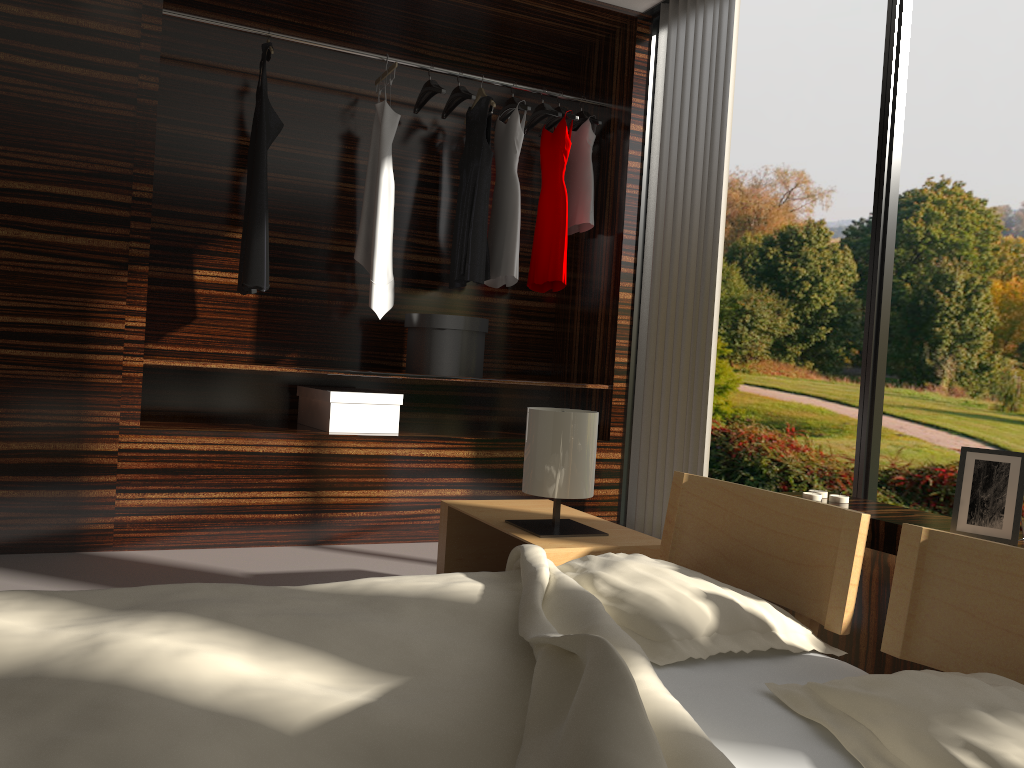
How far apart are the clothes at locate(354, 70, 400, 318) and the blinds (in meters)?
1.12

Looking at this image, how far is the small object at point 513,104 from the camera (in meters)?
4.04

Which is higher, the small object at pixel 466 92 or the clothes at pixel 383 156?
the small object at pixel 466 92

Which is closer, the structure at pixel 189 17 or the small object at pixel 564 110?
the structure at pixel 189 17

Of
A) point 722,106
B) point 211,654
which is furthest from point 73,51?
point 211,654

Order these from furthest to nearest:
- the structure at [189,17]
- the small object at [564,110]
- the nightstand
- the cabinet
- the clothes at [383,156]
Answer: the small object at [564,110], the clothes at [383,156], the structure at [189,17], the nightstand, the cabinet

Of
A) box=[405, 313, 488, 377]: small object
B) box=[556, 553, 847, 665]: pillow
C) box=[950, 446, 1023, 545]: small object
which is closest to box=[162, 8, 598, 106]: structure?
box=[405, 313, 488, 377]: small object

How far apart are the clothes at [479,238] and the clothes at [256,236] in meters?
0.8 m

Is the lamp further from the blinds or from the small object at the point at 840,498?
the blinds

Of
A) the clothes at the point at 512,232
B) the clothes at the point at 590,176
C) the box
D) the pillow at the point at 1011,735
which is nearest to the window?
the clothes at the point at 590,176
